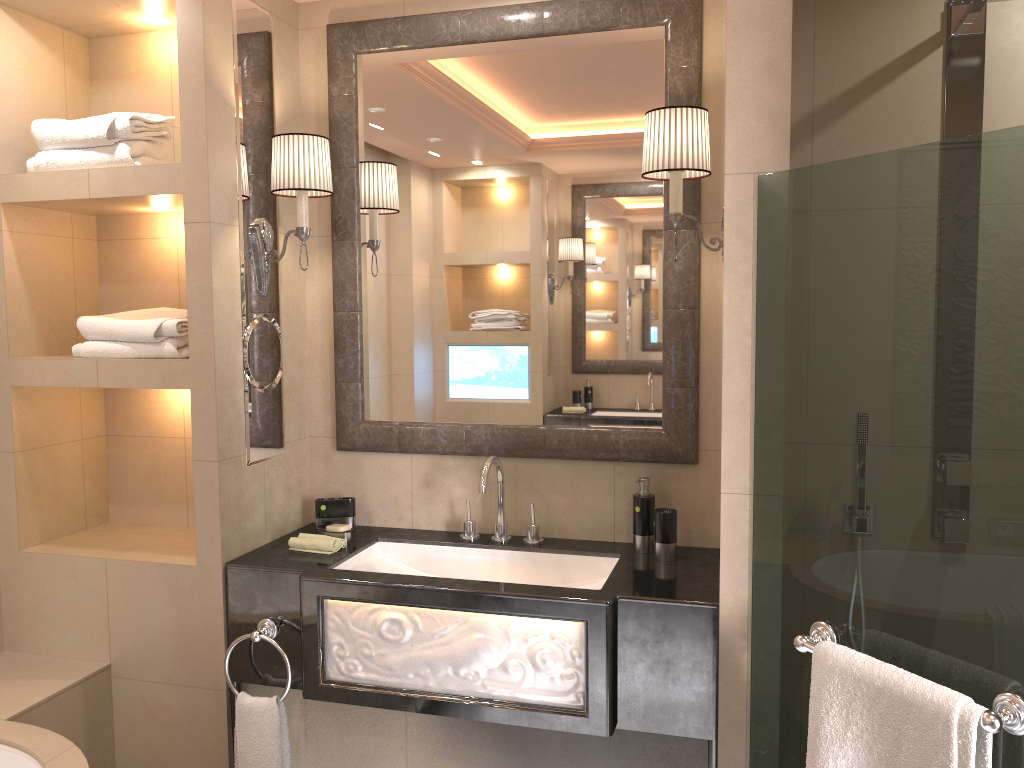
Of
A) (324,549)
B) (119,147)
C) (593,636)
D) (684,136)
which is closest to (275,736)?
(324,549)

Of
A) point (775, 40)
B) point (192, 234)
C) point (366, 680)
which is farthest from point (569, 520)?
point (775, 40)

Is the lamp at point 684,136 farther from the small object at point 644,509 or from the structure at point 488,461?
the structure at point 488,461

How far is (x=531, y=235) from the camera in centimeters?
260cm

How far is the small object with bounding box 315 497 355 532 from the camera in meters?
2.7

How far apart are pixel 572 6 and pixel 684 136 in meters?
0.6

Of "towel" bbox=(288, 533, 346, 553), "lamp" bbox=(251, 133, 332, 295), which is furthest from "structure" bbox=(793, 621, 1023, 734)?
"lamp" bbox=(251, 133, 332, 295)

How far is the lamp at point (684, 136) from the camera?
2.2 meters

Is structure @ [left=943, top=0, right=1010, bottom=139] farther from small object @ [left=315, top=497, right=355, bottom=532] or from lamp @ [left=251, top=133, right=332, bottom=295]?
small object @ [left=315, top=497, right=355, bottom=532]

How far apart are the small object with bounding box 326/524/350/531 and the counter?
0.1m
